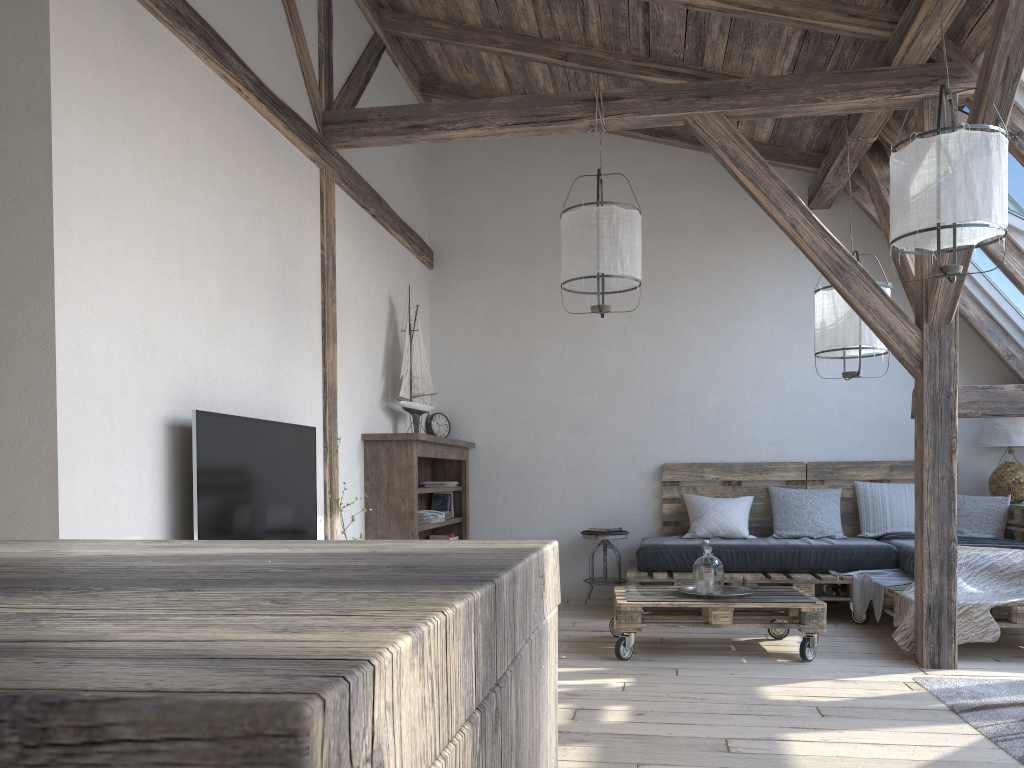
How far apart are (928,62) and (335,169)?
3.1 meters

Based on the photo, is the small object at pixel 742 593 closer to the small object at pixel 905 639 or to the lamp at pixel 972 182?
the small object at pixel 905 639

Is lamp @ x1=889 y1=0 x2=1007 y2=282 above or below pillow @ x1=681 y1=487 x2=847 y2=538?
above

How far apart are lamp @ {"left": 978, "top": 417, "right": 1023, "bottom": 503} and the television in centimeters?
444cm

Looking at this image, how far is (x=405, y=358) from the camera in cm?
566

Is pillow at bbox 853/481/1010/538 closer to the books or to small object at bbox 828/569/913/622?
small object at bbox 828/569/913/622

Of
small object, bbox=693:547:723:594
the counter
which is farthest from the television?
the counter

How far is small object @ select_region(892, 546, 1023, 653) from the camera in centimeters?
415cm

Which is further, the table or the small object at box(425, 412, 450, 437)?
the small object at box(425, 412, 450, 437)

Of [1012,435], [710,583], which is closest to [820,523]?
[1012,435]
